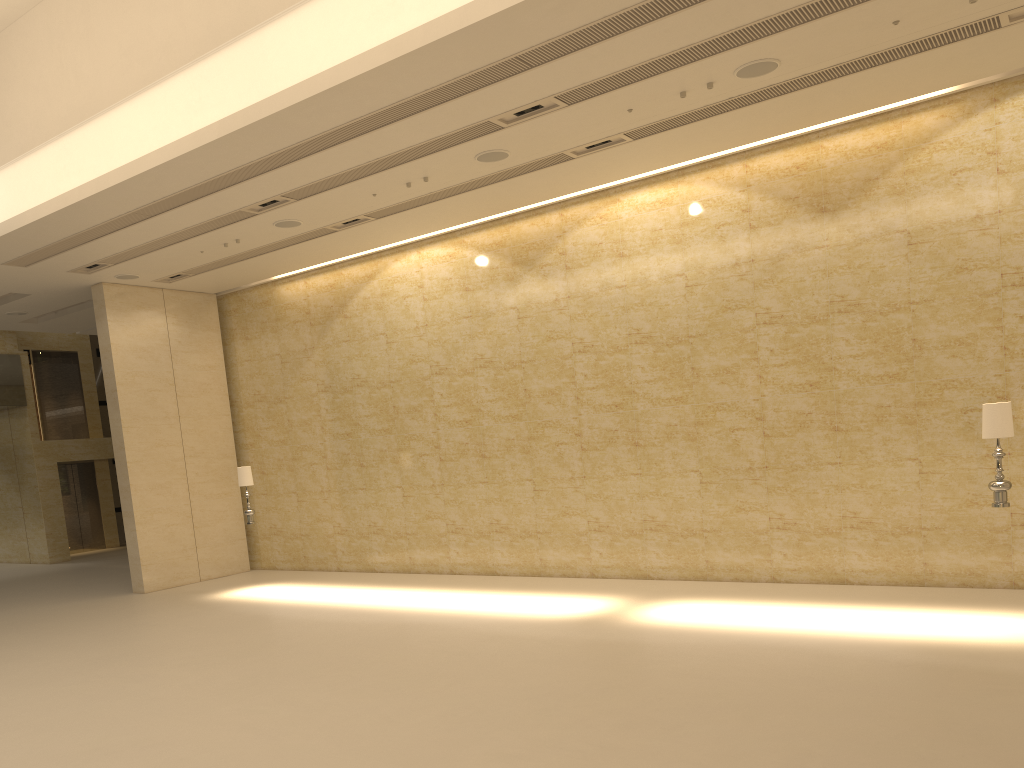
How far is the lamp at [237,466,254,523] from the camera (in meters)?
14.95

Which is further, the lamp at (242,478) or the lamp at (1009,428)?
the lamp at (242,478)

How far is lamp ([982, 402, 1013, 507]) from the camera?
8.9 meters

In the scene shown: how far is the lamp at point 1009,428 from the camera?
8.9m

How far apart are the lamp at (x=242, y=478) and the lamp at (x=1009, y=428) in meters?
11.2

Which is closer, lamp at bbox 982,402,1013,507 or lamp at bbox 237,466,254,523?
lamp at bbox 982,402,1013,507

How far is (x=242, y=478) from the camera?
14.95m

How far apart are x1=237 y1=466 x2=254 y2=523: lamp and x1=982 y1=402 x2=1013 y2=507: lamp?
11.2 meters
